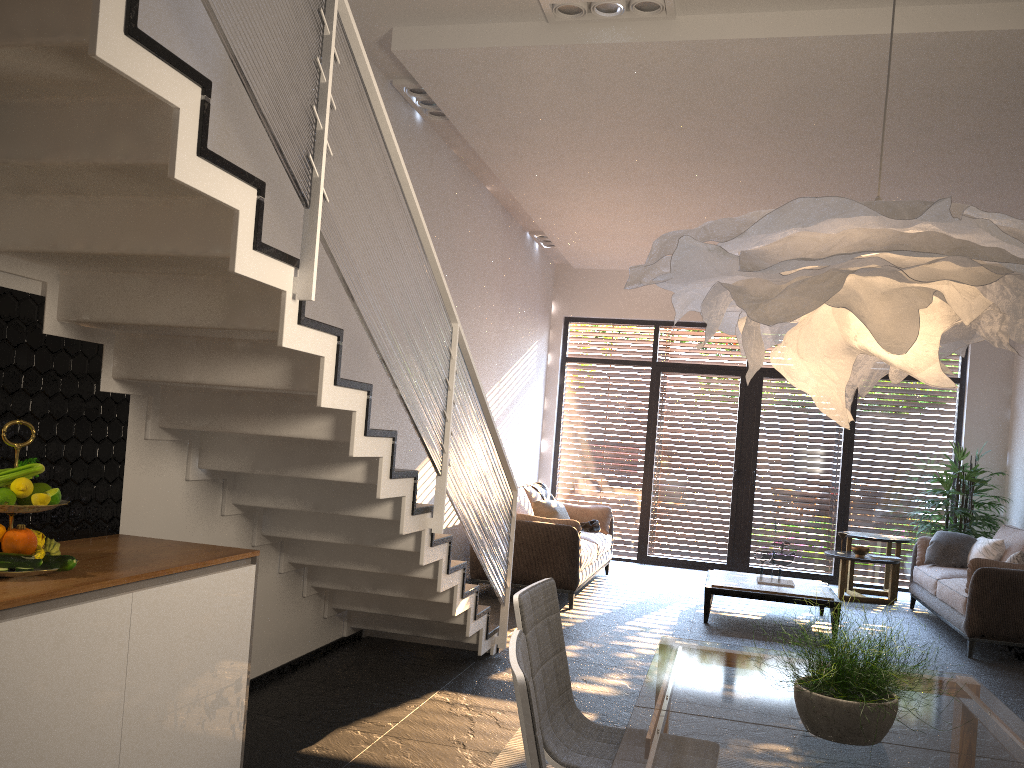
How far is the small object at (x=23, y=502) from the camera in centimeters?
246cm

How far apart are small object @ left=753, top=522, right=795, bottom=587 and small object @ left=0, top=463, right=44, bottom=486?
6.08m

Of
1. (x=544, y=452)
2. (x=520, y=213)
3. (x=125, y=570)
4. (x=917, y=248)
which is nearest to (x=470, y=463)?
(x=125, y=570)

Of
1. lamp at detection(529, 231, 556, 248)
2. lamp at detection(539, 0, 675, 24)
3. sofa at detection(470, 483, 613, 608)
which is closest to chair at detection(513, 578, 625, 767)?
lamp at detection(539, 0, 675, 24)

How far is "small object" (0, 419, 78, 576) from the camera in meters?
2.3

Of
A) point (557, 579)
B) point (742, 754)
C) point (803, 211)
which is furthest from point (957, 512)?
point (803, 211)

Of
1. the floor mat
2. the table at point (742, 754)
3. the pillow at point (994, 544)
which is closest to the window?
the pillow at point (994, 544)

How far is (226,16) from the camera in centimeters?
226cm

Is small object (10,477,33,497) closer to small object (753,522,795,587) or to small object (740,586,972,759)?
small object (740,586,972,759)

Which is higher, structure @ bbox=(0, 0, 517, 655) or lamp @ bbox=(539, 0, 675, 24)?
lamp @ bbox=(539, 0, 675, 24)
